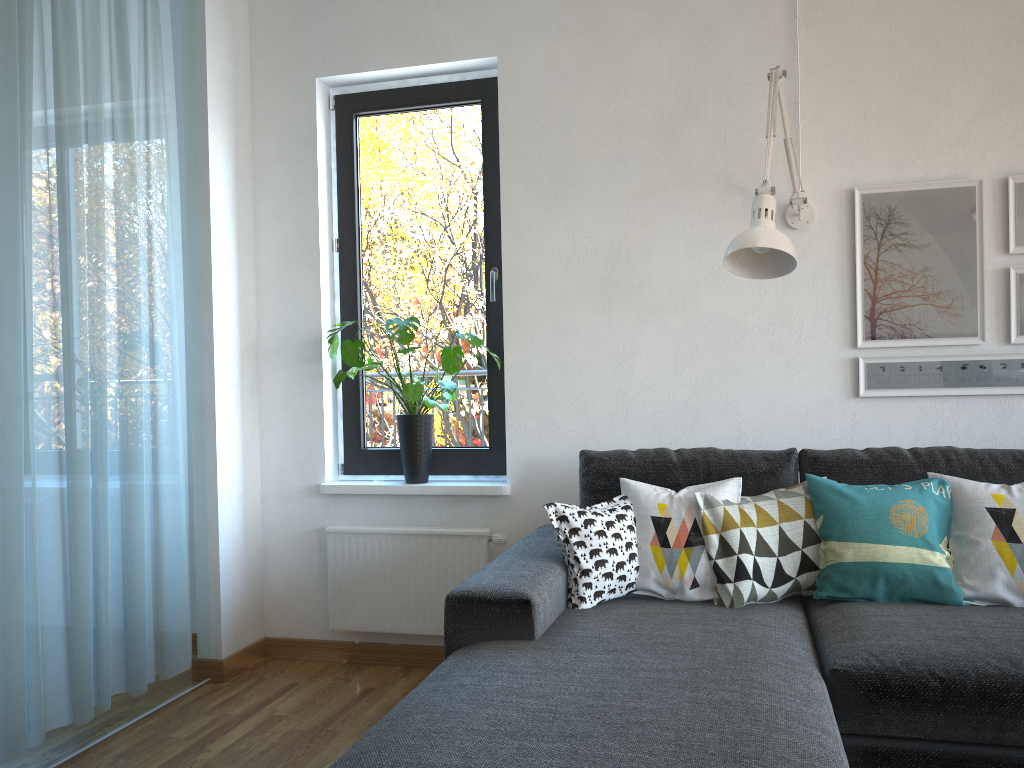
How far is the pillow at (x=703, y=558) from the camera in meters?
2.5

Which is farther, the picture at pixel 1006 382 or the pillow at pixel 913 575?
the picture at pixel 1006 382

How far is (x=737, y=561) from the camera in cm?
244

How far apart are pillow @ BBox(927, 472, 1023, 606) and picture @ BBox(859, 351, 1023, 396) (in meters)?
0.47

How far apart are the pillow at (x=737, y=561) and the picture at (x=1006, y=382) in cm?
53

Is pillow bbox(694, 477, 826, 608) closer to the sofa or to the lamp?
the sofa

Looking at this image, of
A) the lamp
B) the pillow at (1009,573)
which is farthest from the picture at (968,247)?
the pillow at (1009,573)

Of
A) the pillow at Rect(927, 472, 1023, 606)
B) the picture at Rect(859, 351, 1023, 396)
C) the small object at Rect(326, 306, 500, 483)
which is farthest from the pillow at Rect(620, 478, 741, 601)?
the small object at Rect(326, 306, 500, 483)

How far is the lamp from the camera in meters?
2.4

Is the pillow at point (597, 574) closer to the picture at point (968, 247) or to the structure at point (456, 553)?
the structure at point (456, 553)
